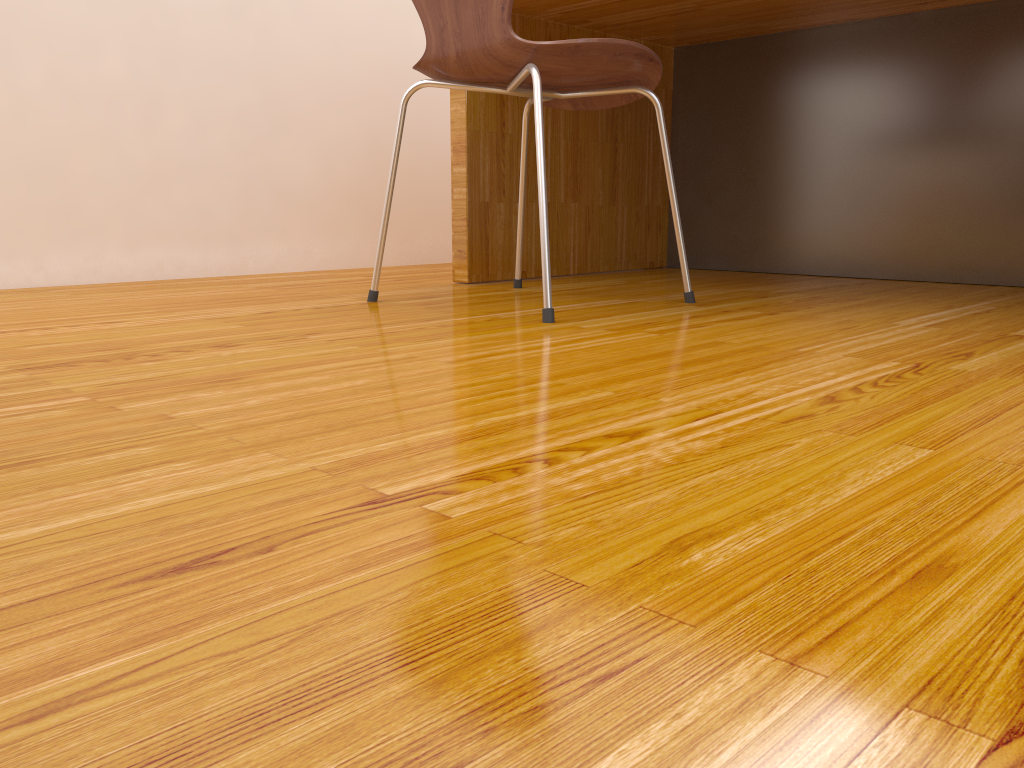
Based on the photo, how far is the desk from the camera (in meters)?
1.80

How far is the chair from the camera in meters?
1.3 m

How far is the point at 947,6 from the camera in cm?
180

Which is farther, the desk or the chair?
the desk

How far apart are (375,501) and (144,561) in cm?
13

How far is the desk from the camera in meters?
1.8 m

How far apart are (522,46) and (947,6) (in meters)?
1.06

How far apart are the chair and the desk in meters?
0.1

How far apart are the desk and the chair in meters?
0.1
